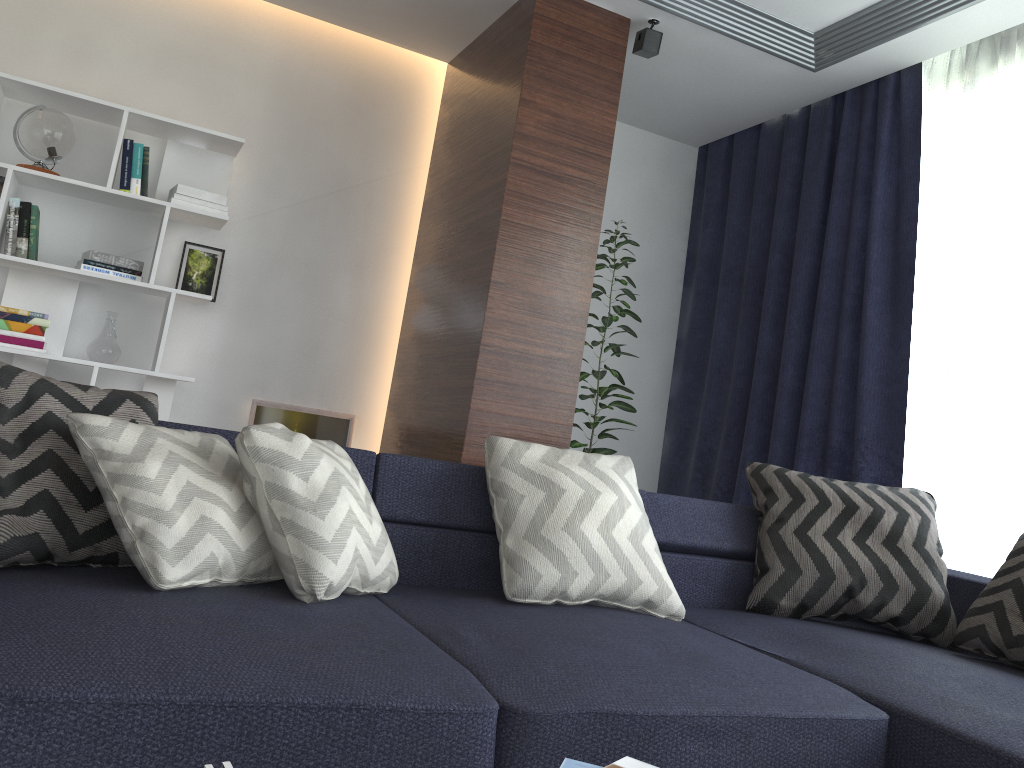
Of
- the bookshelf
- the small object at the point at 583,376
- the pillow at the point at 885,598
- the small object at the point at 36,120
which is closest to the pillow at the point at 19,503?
the pillow at the point at 885,598

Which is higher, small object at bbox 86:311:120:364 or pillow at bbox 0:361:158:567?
small object at bbox 86:311:120:364

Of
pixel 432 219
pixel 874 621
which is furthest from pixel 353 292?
pixel 874 621

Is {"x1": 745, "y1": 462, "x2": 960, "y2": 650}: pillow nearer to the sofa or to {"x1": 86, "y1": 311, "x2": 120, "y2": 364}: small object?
the sofa

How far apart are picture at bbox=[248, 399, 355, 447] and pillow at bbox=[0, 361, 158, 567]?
2.19m

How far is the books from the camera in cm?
100

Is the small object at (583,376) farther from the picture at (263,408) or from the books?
the books

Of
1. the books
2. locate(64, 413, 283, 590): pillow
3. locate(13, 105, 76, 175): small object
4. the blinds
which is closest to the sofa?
locate(64, 413, 283, 590): pillow

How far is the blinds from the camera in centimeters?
335cm

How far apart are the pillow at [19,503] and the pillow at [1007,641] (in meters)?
2.08
